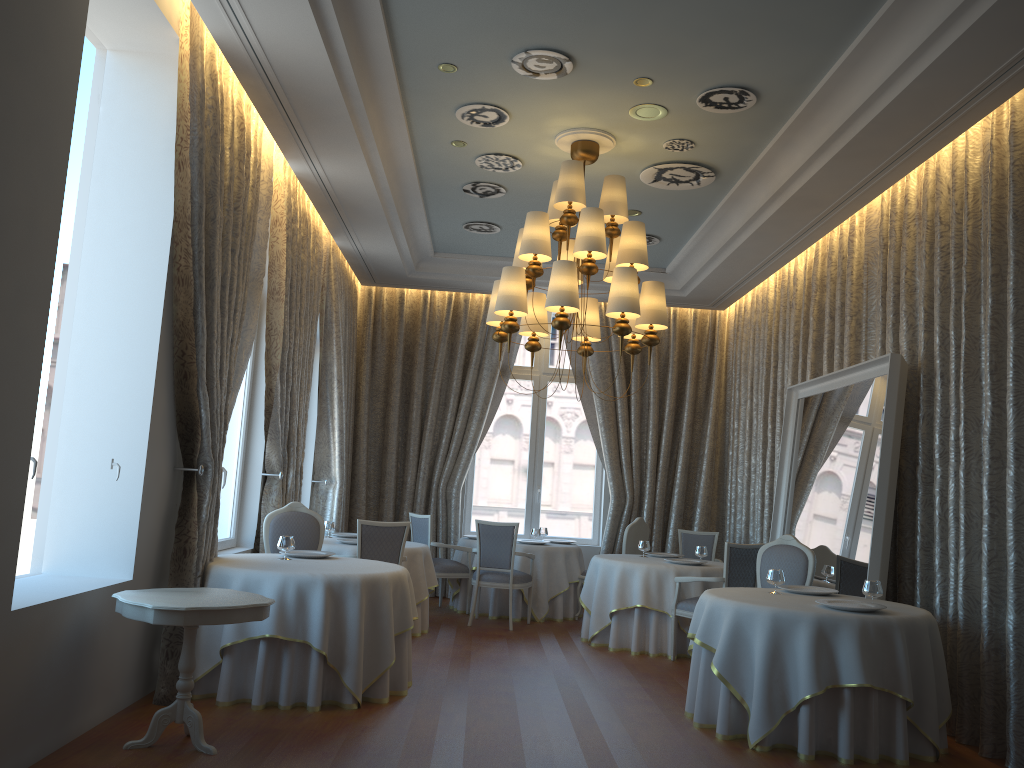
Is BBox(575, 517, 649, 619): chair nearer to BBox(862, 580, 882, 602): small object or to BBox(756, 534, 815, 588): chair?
BBox(756, 534, 815, 588): chair

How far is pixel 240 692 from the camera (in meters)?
5.60

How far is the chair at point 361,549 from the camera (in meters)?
7.59

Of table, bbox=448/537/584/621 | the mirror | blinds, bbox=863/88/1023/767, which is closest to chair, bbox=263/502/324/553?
table, bbox=448/537/584/621

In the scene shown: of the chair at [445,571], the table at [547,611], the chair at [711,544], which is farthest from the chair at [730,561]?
the chair at [445,571]

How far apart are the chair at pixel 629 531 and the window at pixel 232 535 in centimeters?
410cm

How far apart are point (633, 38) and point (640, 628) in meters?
5.2

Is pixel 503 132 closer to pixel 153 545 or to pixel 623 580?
pixel 153 545

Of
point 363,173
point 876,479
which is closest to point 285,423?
point 363,173

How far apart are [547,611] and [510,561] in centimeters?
101cm
